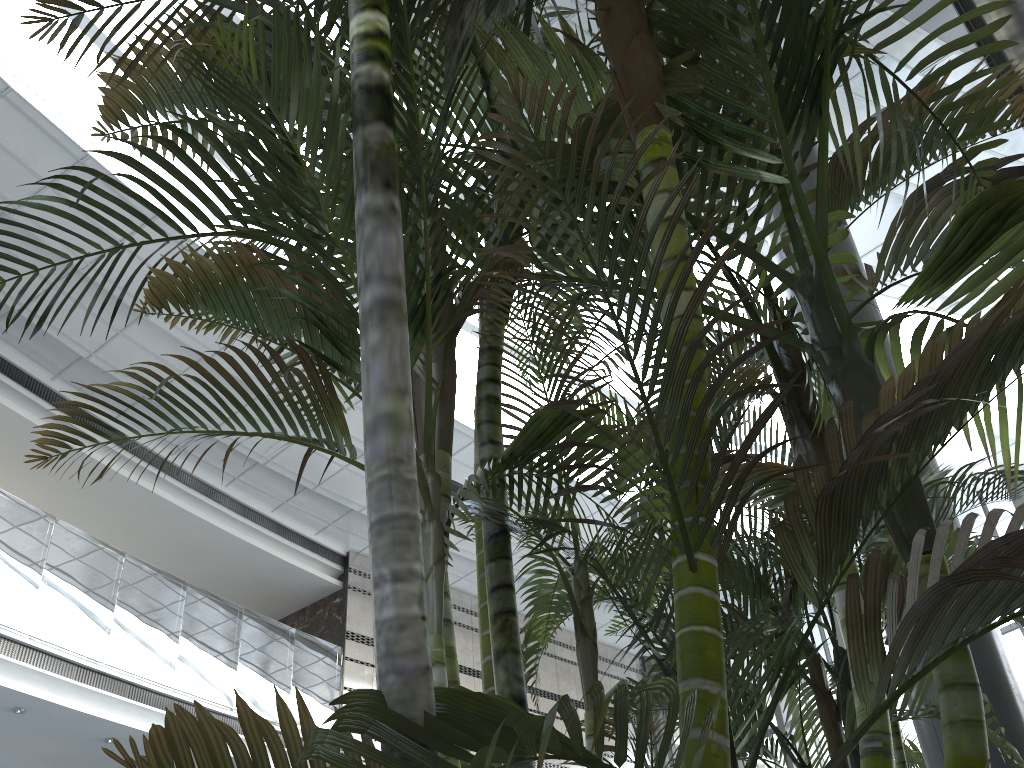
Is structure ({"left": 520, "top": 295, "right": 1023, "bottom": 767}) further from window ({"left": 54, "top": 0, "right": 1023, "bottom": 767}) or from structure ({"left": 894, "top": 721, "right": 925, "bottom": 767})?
window ({"left": 54, "top": 0, "right": 1023, "bottom": 767})

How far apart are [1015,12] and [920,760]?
4.0 meters

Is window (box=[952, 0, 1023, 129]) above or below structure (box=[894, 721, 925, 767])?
above

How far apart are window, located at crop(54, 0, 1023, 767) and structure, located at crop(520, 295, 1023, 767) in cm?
712

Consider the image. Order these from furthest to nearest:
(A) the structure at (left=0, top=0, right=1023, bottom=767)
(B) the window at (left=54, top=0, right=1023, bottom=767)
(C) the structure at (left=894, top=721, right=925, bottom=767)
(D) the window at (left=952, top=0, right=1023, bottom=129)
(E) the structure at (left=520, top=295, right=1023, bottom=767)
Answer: (B) the window at (left=54, top=0, right=1023, bottom=767) < (C) the structure at (left=894, top=721, right=925, bottom=767) < (D) the window at (left=952, top=0, right=1023, bottom=129) < (E) the structure at (left=520, top=295, right=1023, bottom=767) < (A) the structure at (left=0, top=0, right=1023, bottom=767)

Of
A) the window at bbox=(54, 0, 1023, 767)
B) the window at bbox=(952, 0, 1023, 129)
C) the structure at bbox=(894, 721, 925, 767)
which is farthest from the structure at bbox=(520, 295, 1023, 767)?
the window at bbox=(54, 0, 1023, 767)

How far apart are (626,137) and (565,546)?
12.47m

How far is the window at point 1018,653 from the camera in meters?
10.8 m

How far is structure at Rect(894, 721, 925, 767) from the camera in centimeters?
475cm

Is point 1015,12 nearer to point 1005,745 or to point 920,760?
point 1005,745
